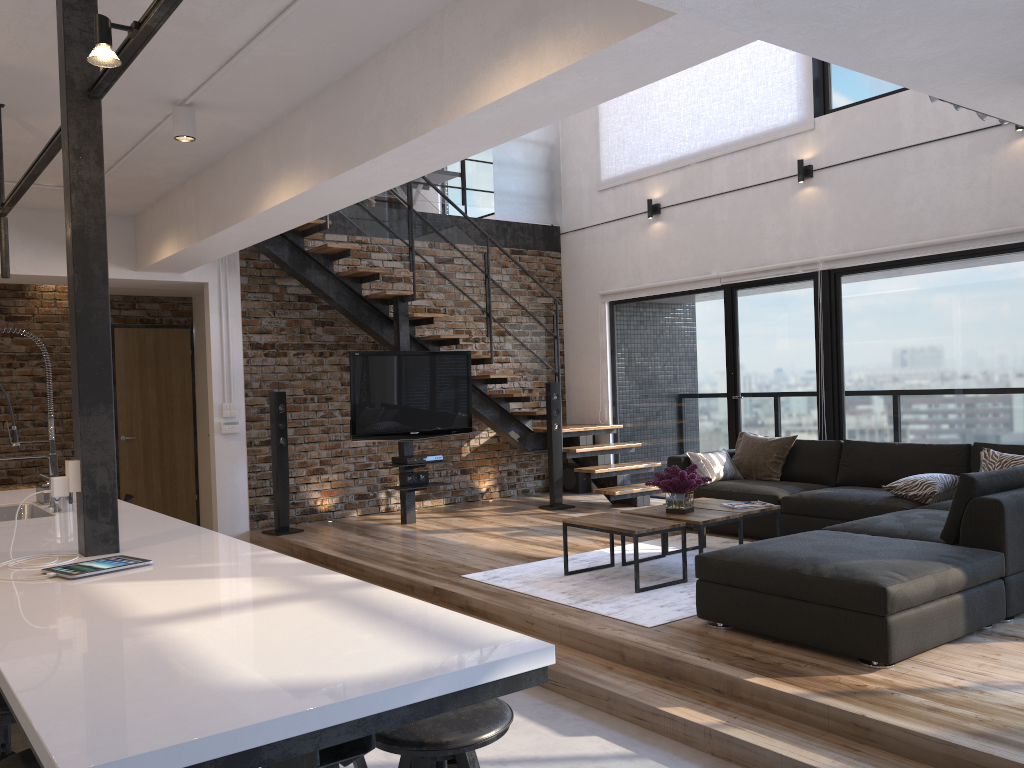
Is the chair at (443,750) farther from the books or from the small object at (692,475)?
the books

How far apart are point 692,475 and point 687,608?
1.1m

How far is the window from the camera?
6.4m

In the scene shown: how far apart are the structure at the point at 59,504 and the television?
3.3 meters

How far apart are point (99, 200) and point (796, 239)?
6.0 meters

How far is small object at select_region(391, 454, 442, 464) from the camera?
7.48m

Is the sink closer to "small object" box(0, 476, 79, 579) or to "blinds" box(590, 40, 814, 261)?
"small object" box(0, 476, 79, 579)

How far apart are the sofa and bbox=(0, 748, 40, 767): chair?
2.9 meters

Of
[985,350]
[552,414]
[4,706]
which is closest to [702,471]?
[552,414]

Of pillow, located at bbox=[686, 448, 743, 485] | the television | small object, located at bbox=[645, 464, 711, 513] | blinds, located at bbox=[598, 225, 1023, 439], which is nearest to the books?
small object, located at bbox=[645, 464, 711, 513]
